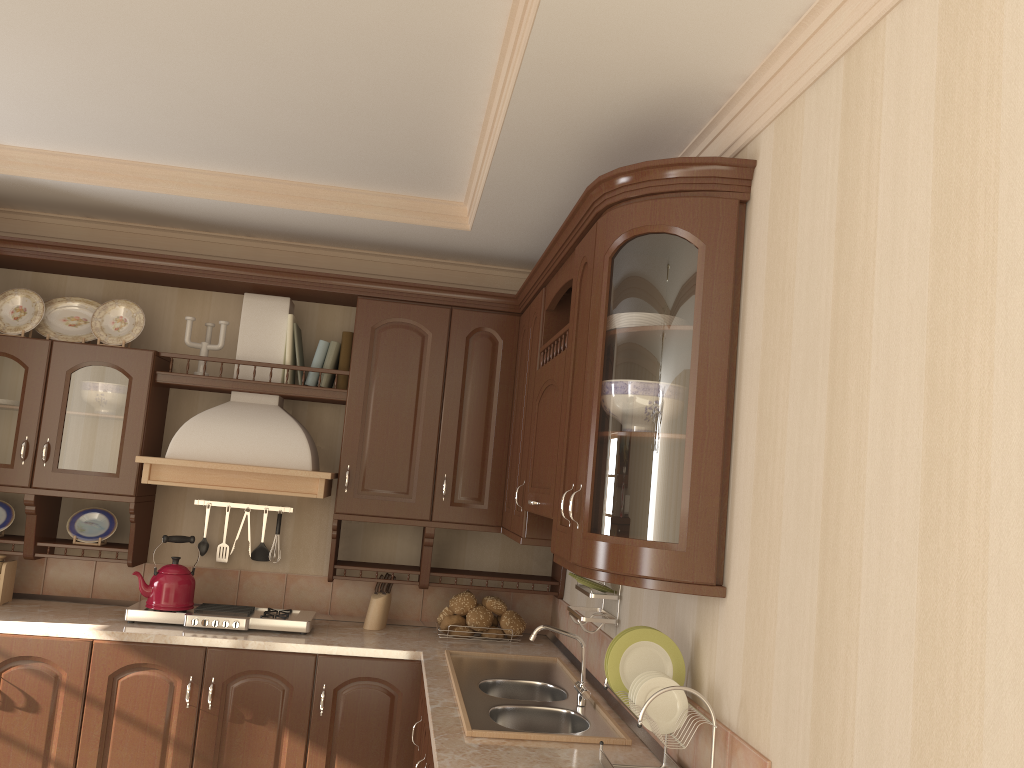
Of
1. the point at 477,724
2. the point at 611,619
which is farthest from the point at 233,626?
the point at 611,619

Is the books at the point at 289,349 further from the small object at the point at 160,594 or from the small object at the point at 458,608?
the small object at the point at 458,608

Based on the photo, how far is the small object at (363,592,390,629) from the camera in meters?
3.8

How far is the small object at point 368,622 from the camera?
3.8m

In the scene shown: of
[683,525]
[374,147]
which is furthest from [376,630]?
[683,525]

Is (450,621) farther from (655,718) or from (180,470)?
(655,718)

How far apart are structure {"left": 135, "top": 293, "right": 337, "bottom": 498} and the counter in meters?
0.6

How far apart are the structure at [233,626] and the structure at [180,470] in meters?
0.5 m

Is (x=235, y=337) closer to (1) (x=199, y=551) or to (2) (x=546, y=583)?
(1) (x=199, y=551)

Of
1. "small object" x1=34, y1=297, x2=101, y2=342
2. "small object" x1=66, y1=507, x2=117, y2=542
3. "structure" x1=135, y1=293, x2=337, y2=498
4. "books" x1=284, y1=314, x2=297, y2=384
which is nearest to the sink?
"structure" x1=135, y1=293, x2=337, y2=498
